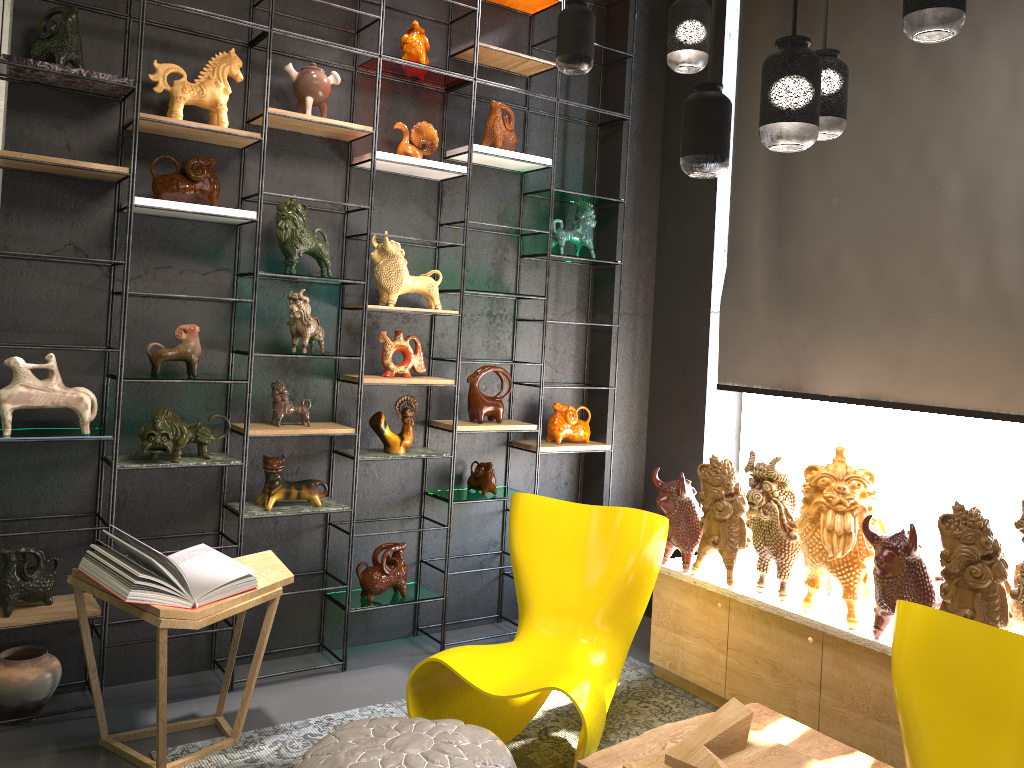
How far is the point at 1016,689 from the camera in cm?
215

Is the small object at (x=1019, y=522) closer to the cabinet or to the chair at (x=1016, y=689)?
the cabinet

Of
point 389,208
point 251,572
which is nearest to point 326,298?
point 389,208

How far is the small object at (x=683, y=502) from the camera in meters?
3.9

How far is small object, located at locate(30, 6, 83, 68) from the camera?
3.2 meters

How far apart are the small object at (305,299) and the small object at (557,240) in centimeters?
140cm

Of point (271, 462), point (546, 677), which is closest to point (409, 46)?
point (271, 462)

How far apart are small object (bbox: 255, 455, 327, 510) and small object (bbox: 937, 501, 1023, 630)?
2.5 meters

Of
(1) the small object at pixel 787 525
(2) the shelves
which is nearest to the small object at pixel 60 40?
(2) the shelves

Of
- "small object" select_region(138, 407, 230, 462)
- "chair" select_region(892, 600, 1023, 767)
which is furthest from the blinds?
"small object" select_region(138, 407, 230, 462)
